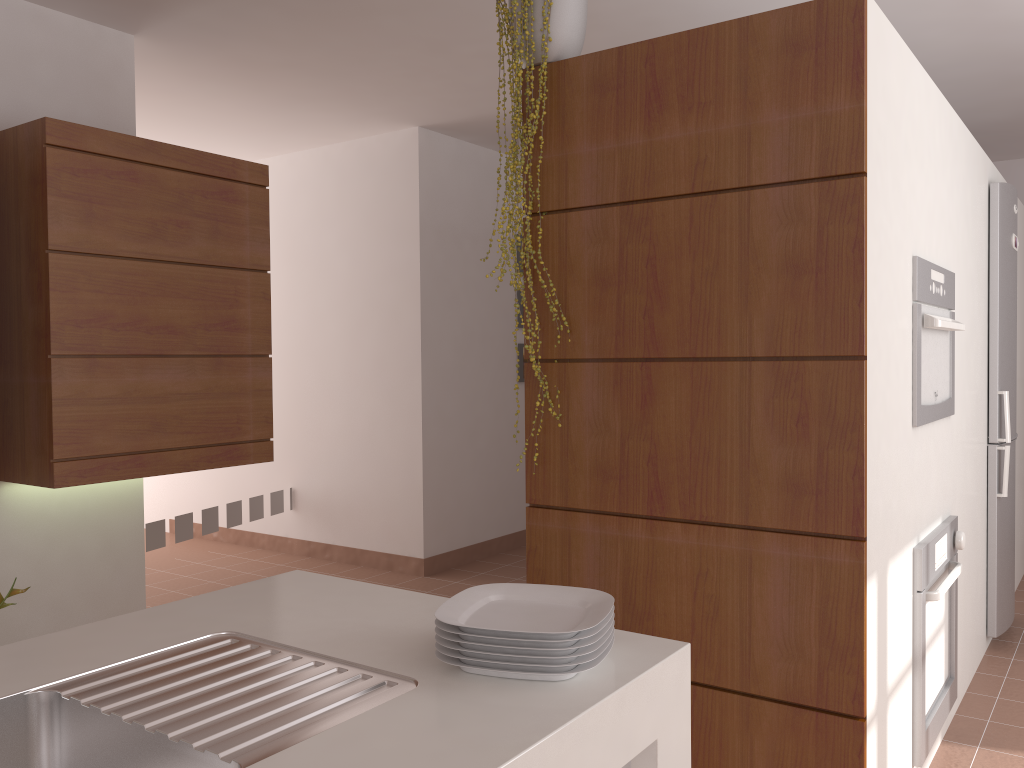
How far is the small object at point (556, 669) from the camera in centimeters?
111cm

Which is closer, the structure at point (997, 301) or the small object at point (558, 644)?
the small object at point (558, 644)

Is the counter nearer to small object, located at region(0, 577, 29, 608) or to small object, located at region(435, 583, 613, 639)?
small object, located at region(435, 583, 613, 639)

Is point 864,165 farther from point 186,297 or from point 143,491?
point 143,491

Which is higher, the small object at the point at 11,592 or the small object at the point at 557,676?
the small object at the point at 557,676

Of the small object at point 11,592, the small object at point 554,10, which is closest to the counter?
the small object at point 554,10

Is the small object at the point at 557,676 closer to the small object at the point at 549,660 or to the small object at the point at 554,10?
the small object at the point at 549,660

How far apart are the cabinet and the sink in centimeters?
187cm

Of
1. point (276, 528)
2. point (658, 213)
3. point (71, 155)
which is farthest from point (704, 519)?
point (276, 528)

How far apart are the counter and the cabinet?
1.60m
